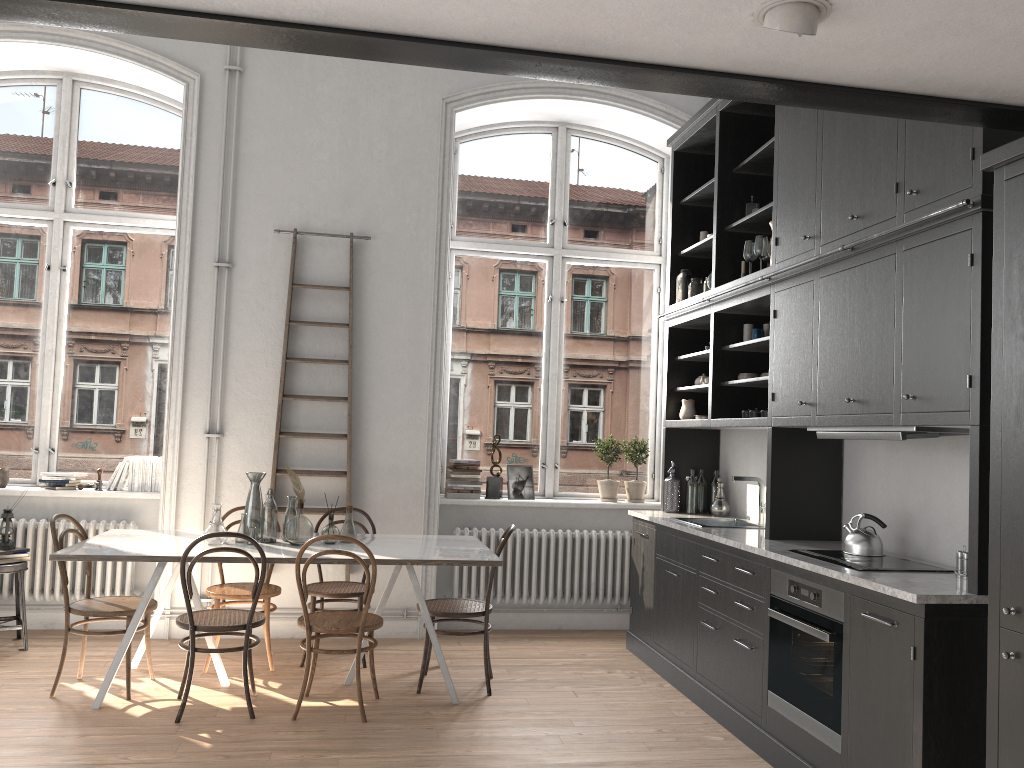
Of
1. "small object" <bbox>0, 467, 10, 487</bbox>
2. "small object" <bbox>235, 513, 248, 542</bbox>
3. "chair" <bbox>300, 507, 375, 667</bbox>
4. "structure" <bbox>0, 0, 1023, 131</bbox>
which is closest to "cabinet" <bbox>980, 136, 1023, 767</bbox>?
"structure" <bbox>0, 0, 1023, 131</bbox>

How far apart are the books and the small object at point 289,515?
1.8 meters

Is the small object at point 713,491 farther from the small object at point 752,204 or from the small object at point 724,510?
the small object at point 752,204

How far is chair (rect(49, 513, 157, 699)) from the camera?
4.5m

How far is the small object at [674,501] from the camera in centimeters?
600cm

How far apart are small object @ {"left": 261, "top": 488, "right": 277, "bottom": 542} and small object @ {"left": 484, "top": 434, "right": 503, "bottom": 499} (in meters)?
2.03

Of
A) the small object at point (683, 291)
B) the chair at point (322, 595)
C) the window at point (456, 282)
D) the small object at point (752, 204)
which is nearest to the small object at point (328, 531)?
the chair at point (322, 595)

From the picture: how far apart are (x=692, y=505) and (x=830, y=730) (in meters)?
2.51

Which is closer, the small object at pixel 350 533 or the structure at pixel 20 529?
the small object at pixel 350 533

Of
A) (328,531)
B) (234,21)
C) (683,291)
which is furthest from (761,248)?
(234,21)
